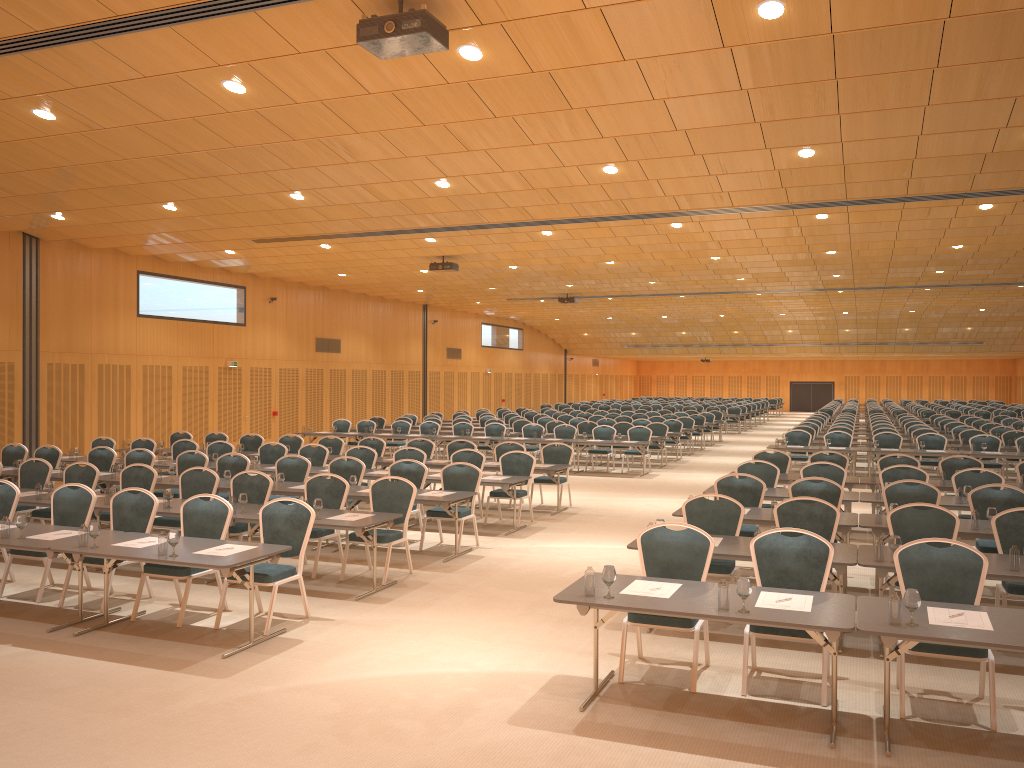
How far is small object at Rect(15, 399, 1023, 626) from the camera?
5.3 meters

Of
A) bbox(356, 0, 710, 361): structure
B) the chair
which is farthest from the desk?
bbox(356, 0, 710, 361): structure

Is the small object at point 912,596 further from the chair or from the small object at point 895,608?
the chair

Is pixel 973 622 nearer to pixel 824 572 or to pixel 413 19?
pixel 824 572

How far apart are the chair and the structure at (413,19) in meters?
3.8 m

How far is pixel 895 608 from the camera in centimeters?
529cm

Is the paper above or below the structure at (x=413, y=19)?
below

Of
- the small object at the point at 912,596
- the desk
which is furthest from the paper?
the small object at the point at 912,596

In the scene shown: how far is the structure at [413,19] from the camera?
6.5 meters

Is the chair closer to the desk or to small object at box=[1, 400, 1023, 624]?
the desk
